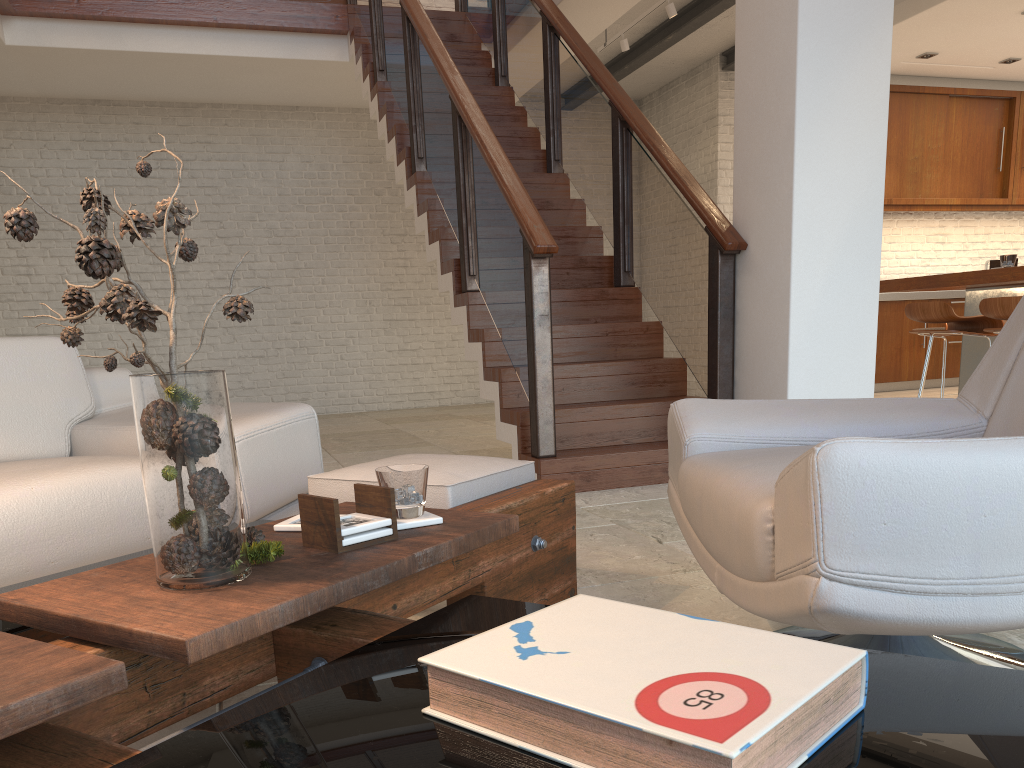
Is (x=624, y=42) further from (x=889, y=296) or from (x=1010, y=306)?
(x=1010, y=306)

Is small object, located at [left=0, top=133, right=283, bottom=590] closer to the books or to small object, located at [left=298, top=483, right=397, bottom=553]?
small object, located at [left=298, top=483, right=397, bottom=553]

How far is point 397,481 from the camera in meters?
1.4

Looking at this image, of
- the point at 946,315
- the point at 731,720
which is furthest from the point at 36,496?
the point at 946,315

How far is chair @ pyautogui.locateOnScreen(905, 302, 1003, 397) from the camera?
5.0m

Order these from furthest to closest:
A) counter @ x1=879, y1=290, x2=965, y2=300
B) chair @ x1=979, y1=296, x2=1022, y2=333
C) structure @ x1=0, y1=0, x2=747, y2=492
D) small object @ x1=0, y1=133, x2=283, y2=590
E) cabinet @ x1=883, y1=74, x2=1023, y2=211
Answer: cabinet @ x1=883, y1=74, x2=1023, y2=211 → counter @ x1=879, y1=290, x2=965, y2=300 → chair @ x1=979, y1=296, x2=1022, y2=333 → structure @ x1=0, y1=0, x2=747, y2=492 → small object @ x1=0, y1=133, x2=283, y2=590

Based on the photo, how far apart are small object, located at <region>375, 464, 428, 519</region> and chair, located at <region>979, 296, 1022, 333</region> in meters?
4.1

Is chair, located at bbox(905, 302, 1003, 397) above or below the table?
above

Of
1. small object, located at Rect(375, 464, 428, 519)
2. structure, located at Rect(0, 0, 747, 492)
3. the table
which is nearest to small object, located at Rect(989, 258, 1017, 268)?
structure, located at Rect(0, 0, 747, 492)

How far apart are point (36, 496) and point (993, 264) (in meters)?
5.45
